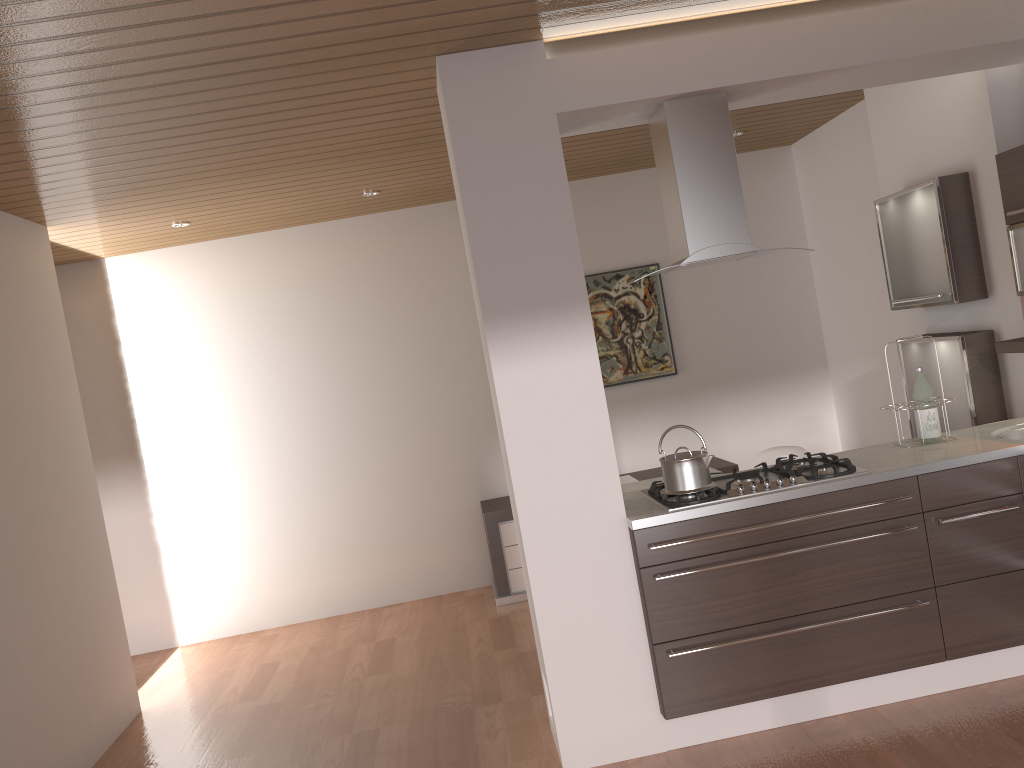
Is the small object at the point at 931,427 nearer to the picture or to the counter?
the counter

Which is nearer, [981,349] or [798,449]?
[981,349]

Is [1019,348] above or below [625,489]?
above

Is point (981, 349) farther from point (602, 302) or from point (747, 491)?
point (602, 302)

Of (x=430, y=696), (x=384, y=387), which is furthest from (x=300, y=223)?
(x=430, y=696)

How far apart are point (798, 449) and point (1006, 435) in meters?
1.1 m

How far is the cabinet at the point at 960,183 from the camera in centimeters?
415cm

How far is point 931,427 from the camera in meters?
3.7

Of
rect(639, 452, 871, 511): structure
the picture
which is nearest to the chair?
rect(639, 452, 871, 511): structure

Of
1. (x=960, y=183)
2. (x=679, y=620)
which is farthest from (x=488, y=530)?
(x=960, y=183)
